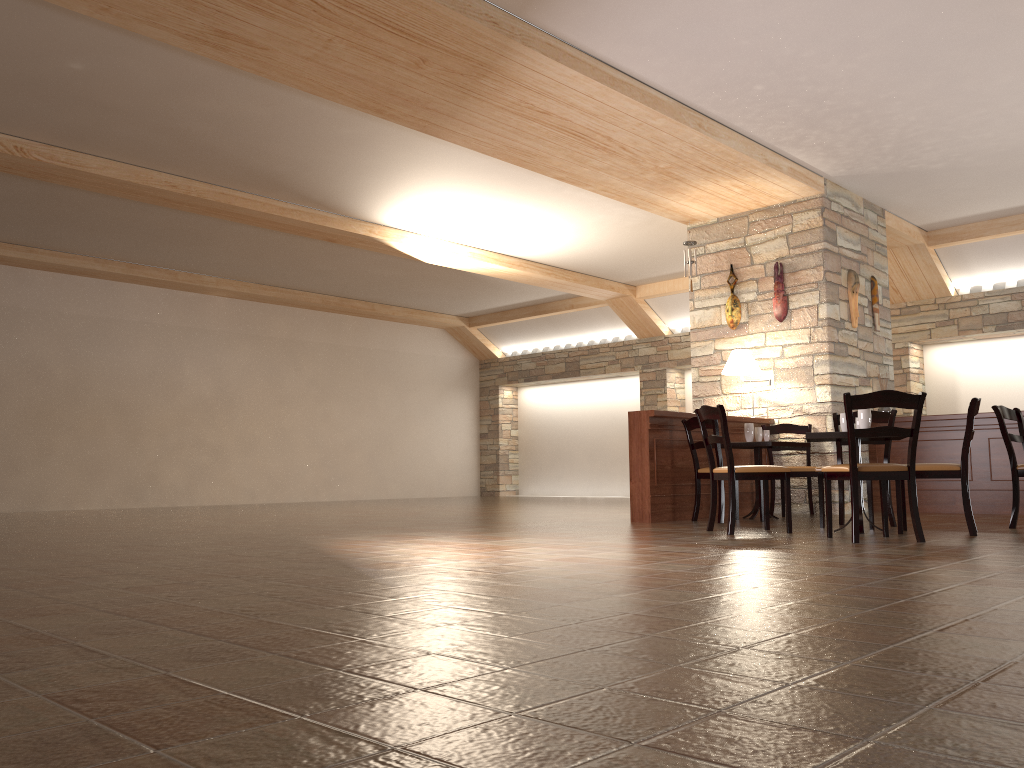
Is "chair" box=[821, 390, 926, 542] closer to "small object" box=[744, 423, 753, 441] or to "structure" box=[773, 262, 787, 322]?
"small object" box=[744, 423, 753, 441]

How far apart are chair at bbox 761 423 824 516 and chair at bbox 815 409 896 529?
1.25m

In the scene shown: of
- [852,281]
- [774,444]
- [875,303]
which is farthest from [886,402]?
[875,303]

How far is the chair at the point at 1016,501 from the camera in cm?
603

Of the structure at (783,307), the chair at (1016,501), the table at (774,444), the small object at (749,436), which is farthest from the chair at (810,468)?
the chair at (1016,501)

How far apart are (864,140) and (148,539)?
6.5 meters

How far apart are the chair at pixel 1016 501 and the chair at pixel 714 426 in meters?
2.0

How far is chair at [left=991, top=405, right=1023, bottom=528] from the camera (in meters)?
6.03

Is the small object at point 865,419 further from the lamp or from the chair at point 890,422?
the lamp

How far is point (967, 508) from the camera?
5.4 meters
